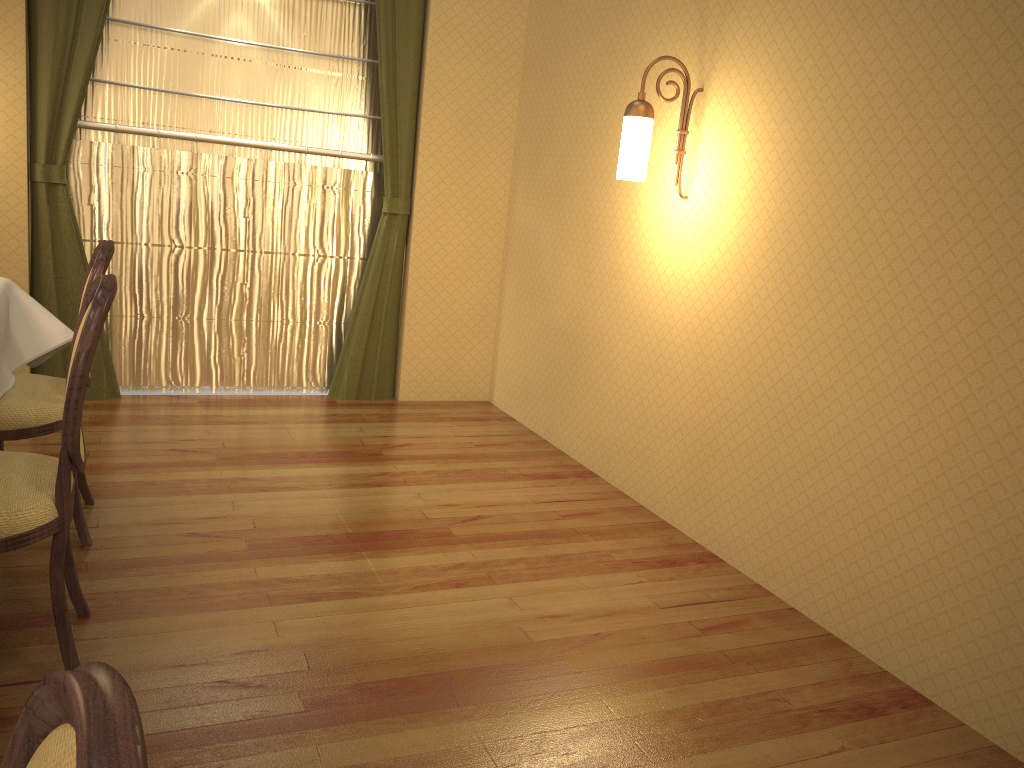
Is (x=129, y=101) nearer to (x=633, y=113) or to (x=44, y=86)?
(x=44, y=86)

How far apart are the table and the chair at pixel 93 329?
0.6m

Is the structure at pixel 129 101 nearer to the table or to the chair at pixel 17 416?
the table

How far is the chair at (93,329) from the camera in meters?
1.9 m

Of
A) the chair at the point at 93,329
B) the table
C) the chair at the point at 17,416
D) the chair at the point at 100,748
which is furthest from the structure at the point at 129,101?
the chair at the point at 100,748

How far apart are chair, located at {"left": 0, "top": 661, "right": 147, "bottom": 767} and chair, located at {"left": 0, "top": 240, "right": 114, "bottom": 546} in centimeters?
228cm

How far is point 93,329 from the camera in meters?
1.9 m

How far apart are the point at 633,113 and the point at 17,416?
2.29m

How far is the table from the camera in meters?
2.9

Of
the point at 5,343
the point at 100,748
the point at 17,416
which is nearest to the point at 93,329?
the point at 17,416
